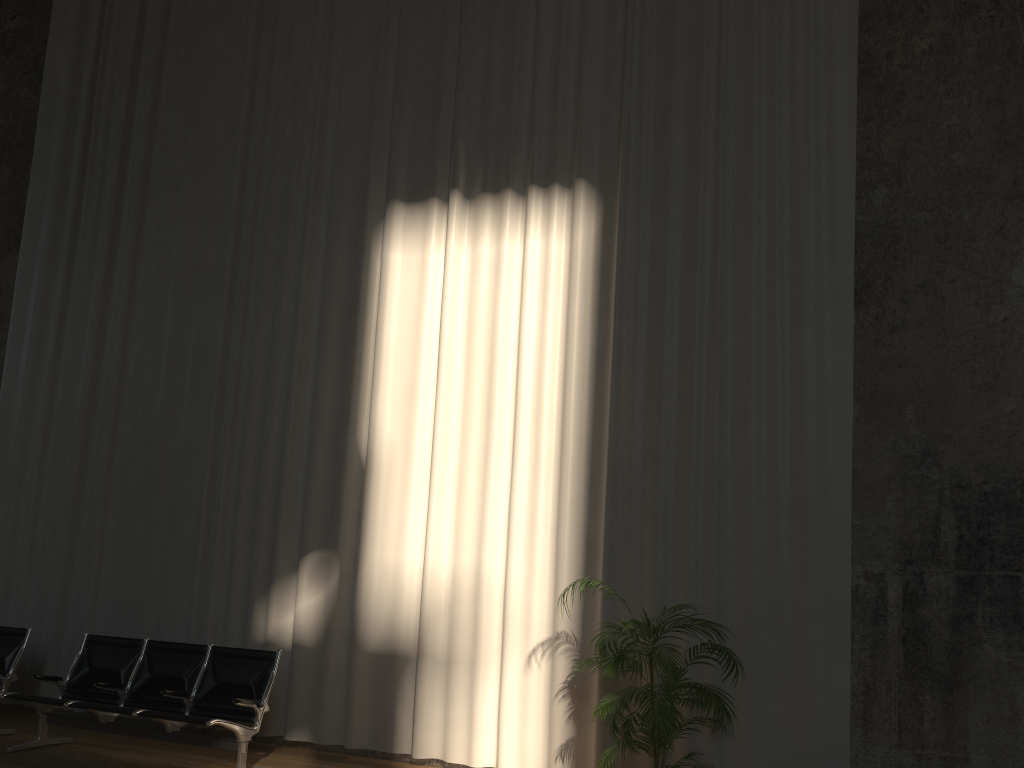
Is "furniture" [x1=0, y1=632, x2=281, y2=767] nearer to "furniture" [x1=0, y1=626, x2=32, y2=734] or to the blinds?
"furniture" [x1=0, y1=626, x2=32, y2=734]

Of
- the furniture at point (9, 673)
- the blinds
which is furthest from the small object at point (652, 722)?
the furniture at point (9, 673)

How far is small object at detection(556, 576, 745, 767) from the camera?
4.6m

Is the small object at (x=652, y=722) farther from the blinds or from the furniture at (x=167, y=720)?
the furniture at (x=167, y=720)

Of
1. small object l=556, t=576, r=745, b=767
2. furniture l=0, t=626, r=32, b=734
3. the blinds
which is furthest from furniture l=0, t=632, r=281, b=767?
small object l=556, t=576, r=745, b=767

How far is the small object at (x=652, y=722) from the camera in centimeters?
465cm

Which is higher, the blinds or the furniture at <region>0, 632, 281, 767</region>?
the blinds

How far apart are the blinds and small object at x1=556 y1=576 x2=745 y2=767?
0.24m

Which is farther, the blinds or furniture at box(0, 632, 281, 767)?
the blinds

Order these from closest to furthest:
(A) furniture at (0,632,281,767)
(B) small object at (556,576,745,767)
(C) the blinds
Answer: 1. (B) small object at (556,576,745,767)
2. (A) furniture at (0,632,281,767)
3. (C) the blinds
